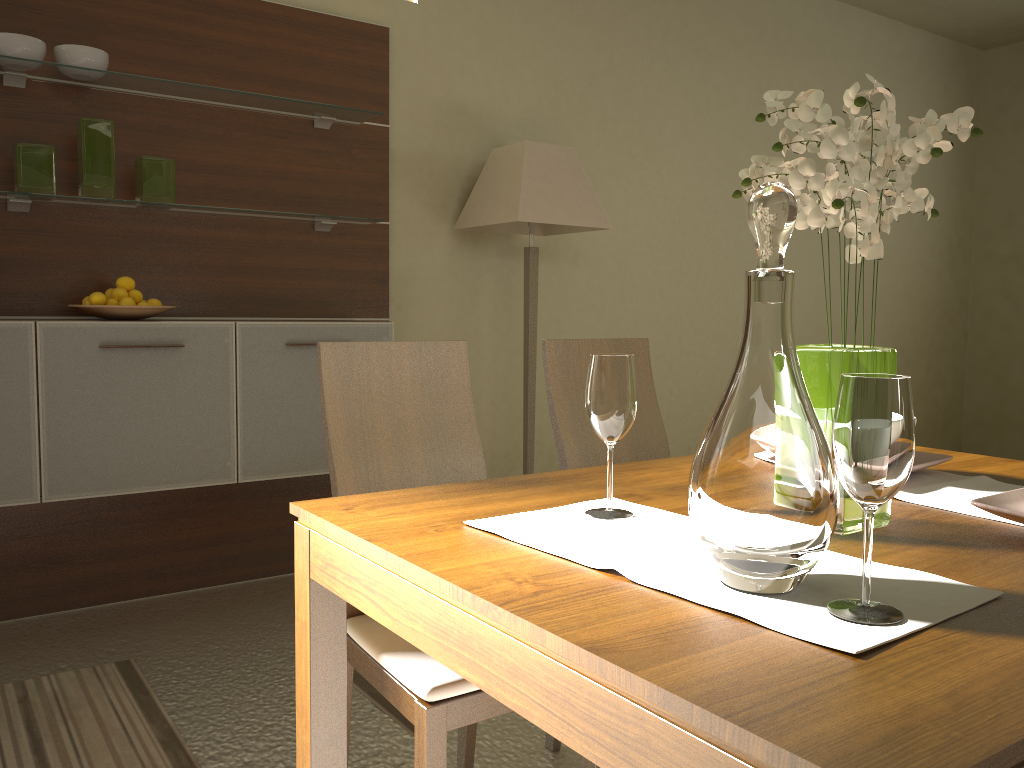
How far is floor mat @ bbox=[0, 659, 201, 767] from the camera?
2.1m

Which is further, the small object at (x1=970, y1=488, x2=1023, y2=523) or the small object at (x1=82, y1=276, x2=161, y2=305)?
the small object at (x1=82, y1=276, x2=161, y2=305)

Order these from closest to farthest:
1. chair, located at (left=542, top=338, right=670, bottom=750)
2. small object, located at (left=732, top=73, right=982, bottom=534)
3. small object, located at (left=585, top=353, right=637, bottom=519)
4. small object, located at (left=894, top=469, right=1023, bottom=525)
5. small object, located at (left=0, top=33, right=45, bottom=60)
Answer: small object, located at (left=732, top=73, right=982, bottom=534) < small object, located at (left=585, top=353, right=637, bottom=519) < small object, located at (left=894, top=469, right=1023, bottom=525) < chair, located at (left=542, top=338, right=670, bottom=750) < small object, located at (left=0, top=33, right=45, bottom=60)

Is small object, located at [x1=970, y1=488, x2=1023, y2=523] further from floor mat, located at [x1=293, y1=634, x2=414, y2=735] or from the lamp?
the lamp

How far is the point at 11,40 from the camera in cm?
273

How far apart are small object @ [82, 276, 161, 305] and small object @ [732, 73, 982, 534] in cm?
226

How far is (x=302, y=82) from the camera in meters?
3.5

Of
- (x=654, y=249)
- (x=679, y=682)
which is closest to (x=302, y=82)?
(x=654, y=249)

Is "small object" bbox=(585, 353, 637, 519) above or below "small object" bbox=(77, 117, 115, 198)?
below

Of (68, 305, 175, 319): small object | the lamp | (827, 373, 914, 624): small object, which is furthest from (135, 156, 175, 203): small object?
(827, 373, 914, 624): small object
